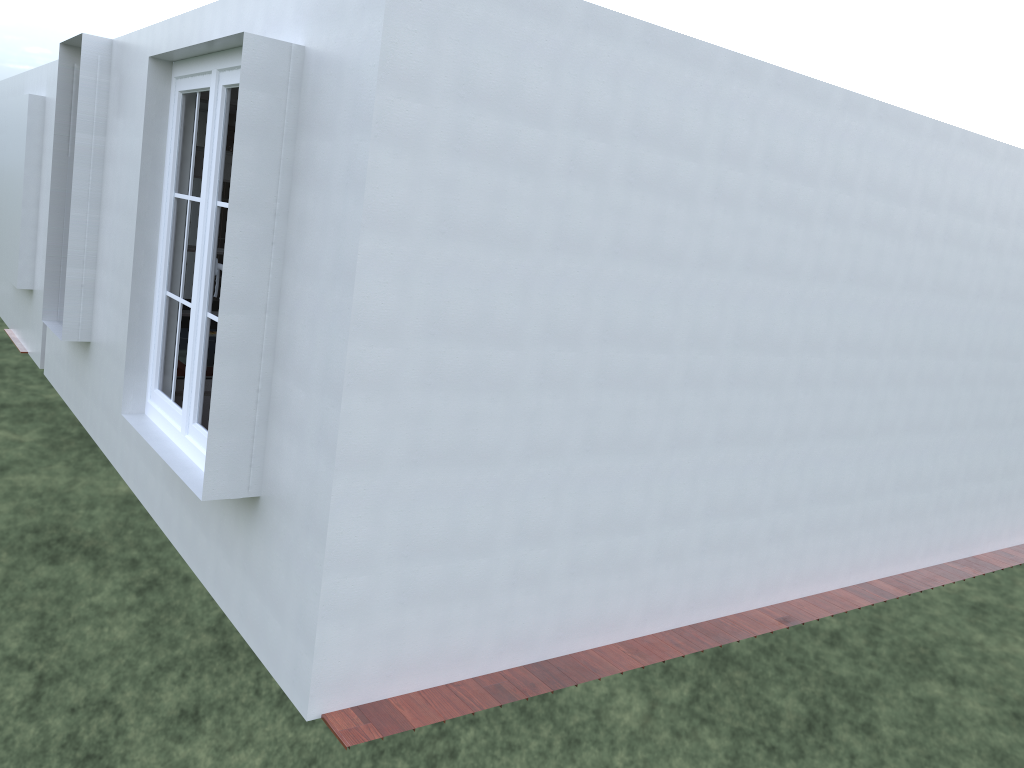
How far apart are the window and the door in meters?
0.9 m

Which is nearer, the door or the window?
the window

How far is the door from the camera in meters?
5.7

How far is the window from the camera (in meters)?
4.21

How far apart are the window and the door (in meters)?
0.87

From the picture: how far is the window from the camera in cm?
421
